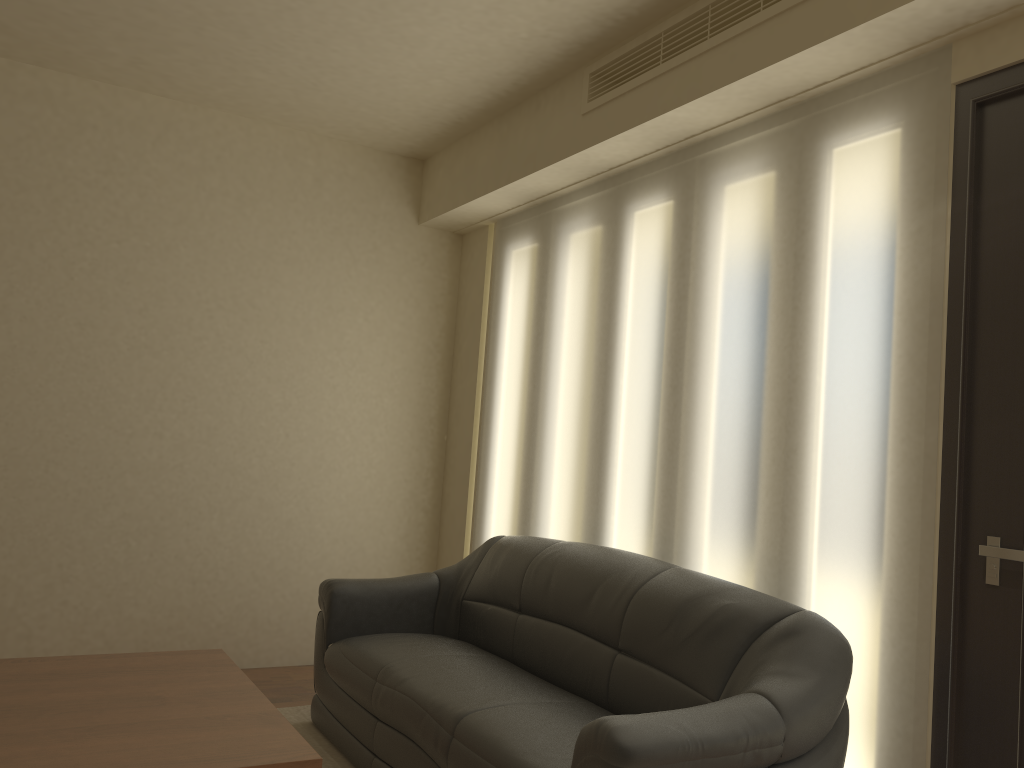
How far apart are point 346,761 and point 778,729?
1.9 meters

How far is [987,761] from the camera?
2.4 meters

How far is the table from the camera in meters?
2.2

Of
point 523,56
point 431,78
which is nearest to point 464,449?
point 431,78

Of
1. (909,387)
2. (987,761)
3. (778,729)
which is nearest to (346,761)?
(778,729)

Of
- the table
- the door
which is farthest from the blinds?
the table

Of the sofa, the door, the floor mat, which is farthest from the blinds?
the floor mat

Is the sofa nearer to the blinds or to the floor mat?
the floor mat

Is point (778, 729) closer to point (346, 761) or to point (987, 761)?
point (987, 761)

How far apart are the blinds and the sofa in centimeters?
18cm
